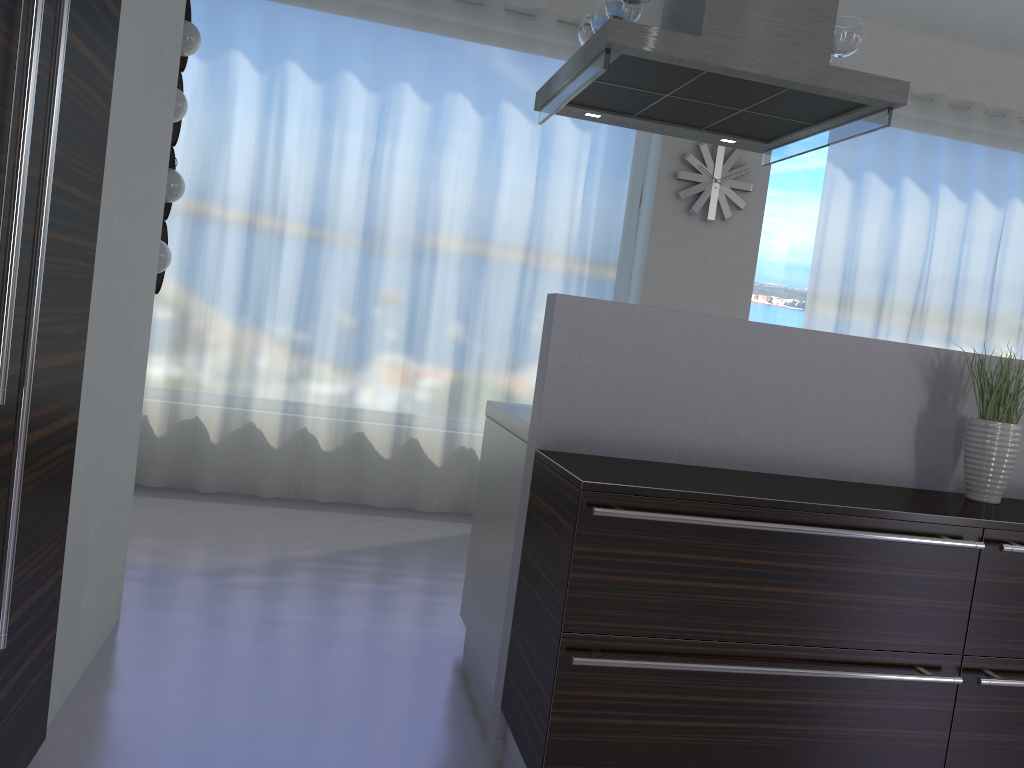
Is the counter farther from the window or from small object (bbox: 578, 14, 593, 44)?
the window

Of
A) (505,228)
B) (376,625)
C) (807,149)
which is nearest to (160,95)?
(376,625)

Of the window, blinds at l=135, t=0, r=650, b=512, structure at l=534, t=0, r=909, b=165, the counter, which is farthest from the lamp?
the window

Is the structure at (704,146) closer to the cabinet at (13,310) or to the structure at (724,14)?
the structure at (724,14)

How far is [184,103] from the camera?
3.9 meters

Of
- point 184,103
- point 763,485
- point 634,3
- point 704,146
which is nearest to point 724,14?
point 634,3

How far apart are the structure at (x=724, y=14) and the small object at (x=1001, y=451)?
0.8 meters

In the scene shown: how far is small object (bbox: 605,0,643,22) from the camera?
2.8m

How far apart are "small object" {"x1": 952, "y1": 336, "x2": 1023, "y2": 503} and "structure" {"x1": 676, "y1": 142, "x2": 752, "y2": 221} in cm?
301

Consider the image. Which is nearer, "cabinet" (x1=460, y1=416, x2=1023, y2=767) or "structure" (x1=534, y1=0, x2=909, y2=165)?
"cabinet" (x1=460, y1=416, x2=1023, y2=767)
